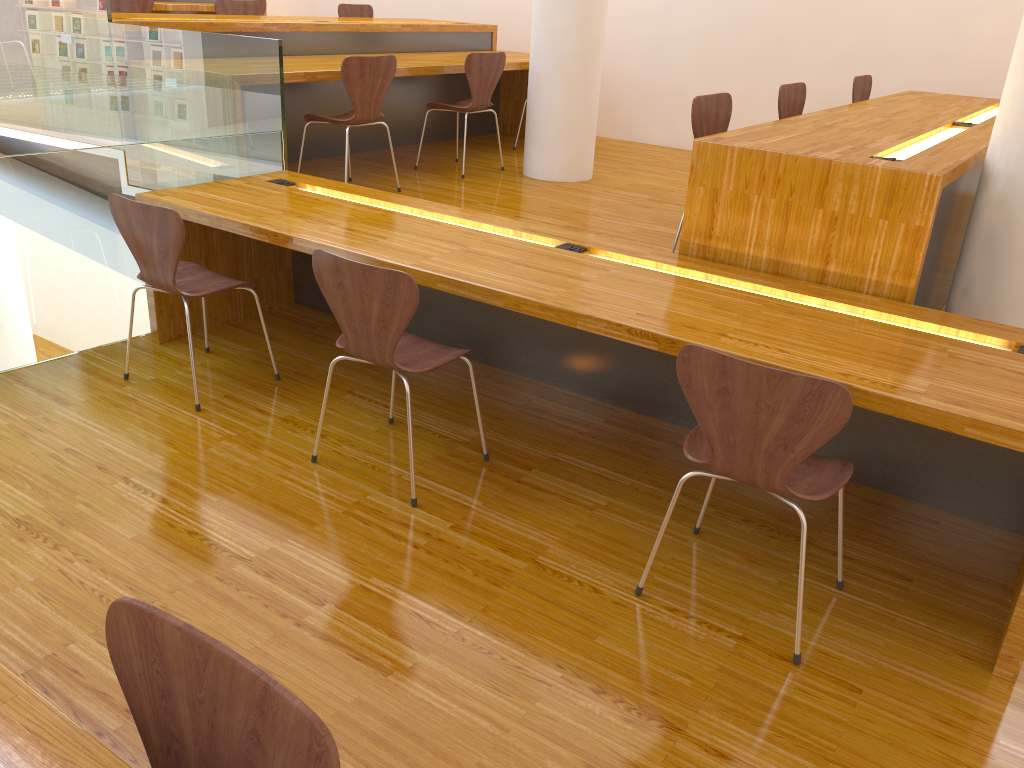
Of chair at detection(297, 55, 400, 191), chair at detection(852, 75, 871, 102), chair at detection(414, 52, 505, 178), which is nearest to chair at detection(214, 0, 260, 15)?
chair at detection(414, 52, 505, 178)

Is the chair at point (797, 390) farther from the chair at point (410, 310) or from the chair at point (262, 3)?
the chair at point (262, 3)

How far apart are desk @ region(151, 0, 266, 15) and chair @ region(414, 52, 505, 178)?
3.1 meters

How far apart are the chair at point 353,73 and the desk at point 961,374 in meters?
0.6

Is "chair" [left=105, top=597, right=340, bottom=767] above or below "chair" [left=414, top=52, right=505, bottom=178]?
below

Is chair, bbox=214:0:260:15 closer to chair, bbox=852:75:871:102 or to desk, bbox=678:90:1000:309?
chair, bbox=852:75:871:102

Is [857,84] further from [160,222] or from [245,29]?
[160,222]

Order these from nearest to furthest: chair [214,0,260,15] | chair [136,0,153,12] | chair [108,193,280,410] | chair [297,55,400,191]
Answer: chair [108,193,280,410] < chair [297,55,400,191] < chair [214,0,260,15] < chair [136,0,153,12]

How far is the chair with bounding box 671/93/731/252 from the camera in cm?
336

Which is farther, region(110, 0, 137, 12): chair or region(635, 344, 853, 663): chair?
region(110, 0, 137, 12): chair
